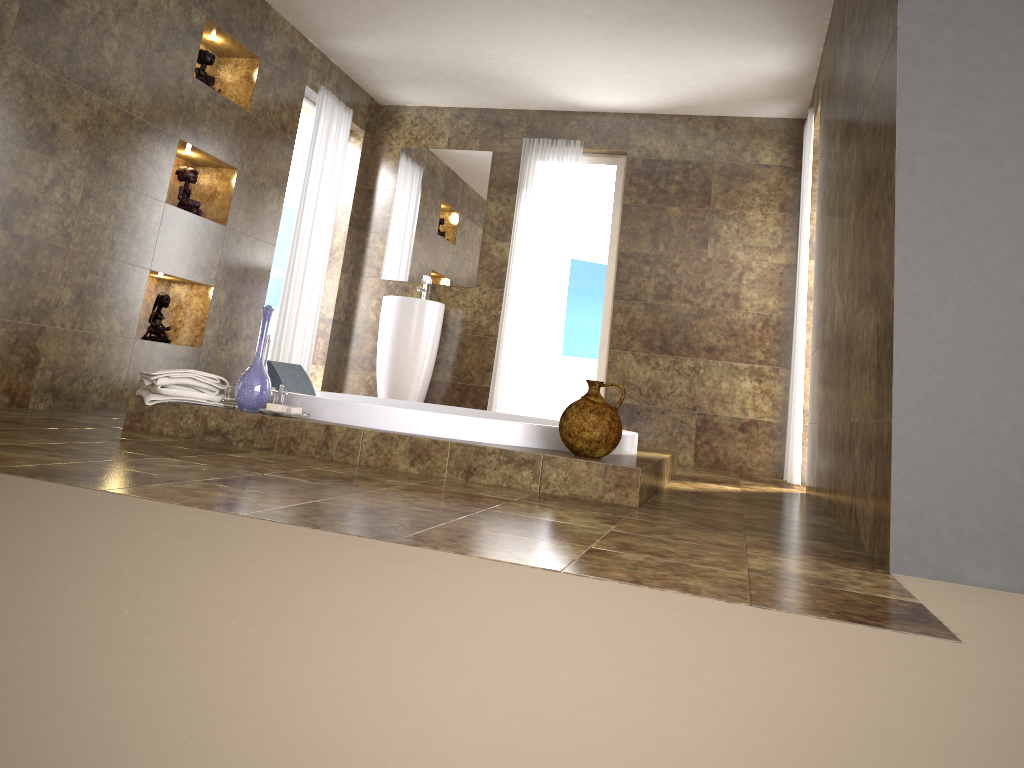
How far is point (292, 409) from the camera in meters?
3.4 m

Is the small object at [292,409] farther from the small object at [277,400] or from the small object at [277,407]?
the small object at [277,400]

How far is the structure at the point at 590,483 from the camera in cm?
303

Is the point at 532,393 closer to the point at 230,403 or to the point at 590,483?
the point at 230,403

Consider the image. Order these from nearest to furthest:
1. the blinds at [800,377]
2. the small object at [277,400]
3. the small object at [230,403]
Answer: the small object at [277,400]
the small object at [230,403]
the blinds at [800,377]

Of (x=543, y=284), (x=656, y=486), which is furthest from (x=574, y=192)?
(x=656, y=486)

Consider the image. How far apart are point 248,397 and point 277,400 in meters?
0.2

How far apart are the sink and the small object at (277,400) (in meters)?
2.66

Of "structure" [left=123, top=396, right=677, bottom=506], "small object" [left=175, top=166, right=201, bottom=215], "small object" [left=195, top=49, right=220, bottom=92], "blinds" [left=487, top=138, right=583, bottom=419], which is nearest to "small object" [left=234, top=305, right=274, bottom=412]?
"structure" [left=123, top=396, right=677, bottom=506]

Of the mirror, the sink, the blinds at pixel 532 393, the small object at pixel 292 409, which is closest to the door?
the mirror
